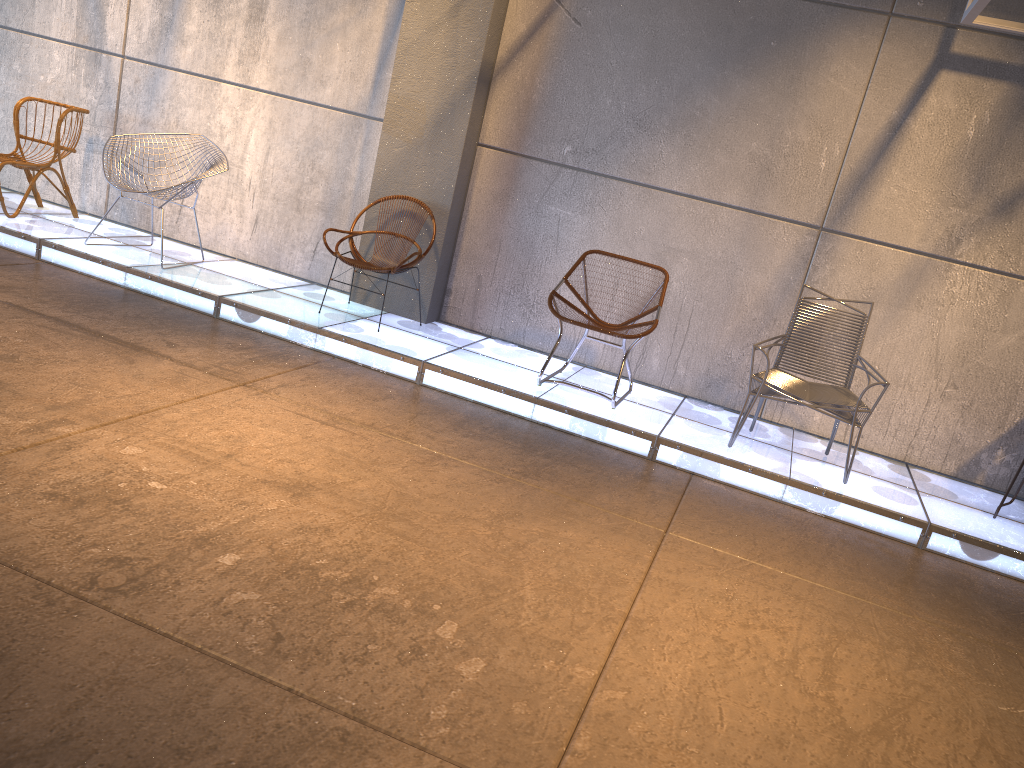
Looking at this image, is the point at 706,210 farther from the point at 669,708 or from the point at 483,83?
the point at 669,708

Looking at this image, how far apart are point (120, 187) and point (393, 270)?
1.9m

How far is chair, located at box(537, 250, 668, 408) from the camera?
5.0m

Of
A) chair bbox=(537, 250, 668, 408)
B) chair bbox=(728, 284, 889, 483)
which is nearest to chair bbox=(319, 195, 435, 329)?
chair bbox=(537, 250, 668, 408)

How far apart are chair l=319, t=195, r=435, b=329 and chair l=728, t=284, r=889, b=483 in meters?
2.2 m

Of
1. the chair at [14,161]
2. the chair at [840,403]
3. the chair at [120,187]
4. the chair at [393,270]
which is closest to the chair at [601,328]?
the chair at [840,403]

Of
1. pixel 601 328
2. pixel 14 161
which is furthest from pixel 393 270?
pixel 14 161

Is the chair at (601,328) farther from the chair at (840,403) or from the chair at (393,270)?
the chair at (393,270)

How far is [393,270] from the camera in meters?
5.4

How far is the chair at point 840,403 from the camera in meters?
4.6
